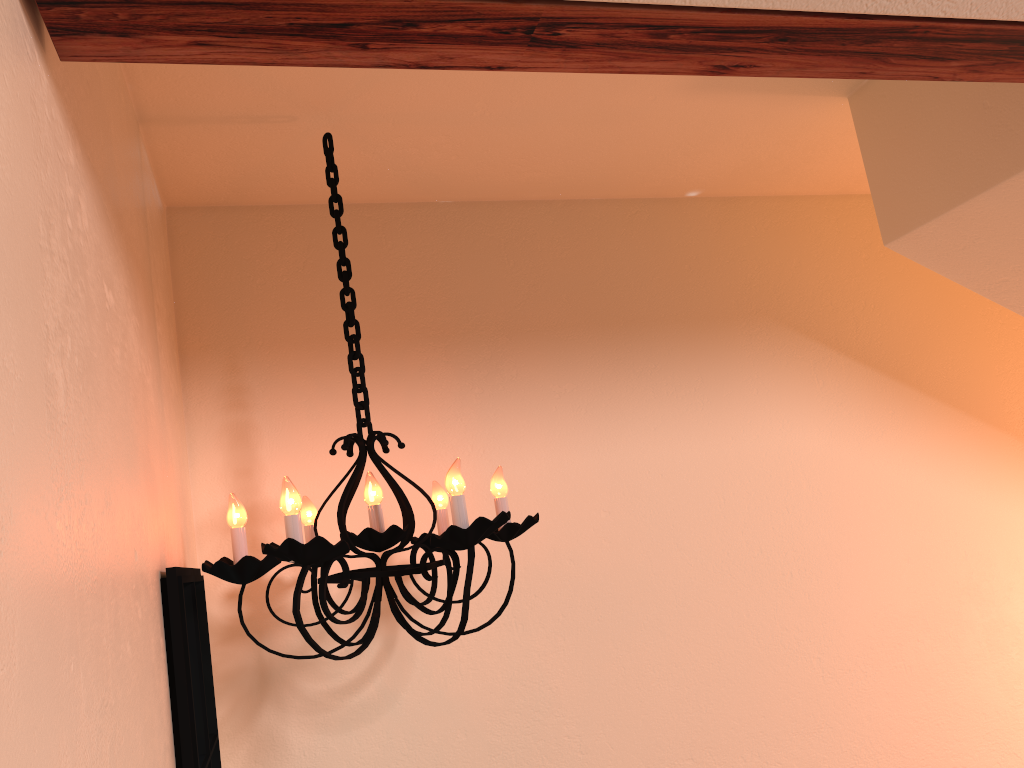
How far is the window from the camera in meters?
1.3

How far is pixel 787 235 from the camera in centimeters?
256cm

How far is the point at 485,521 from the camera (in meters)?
1.41

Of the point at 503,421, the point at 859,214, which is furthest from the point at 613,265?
the point at 859,214

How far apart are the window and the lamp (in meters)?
0.02

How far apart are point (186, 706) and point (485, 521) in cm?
52

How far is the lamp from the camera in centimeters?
141cm

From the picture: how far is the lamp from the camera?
1.4 meters

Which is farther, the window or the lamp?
the lamp

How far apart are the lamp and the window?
0.0 meters
